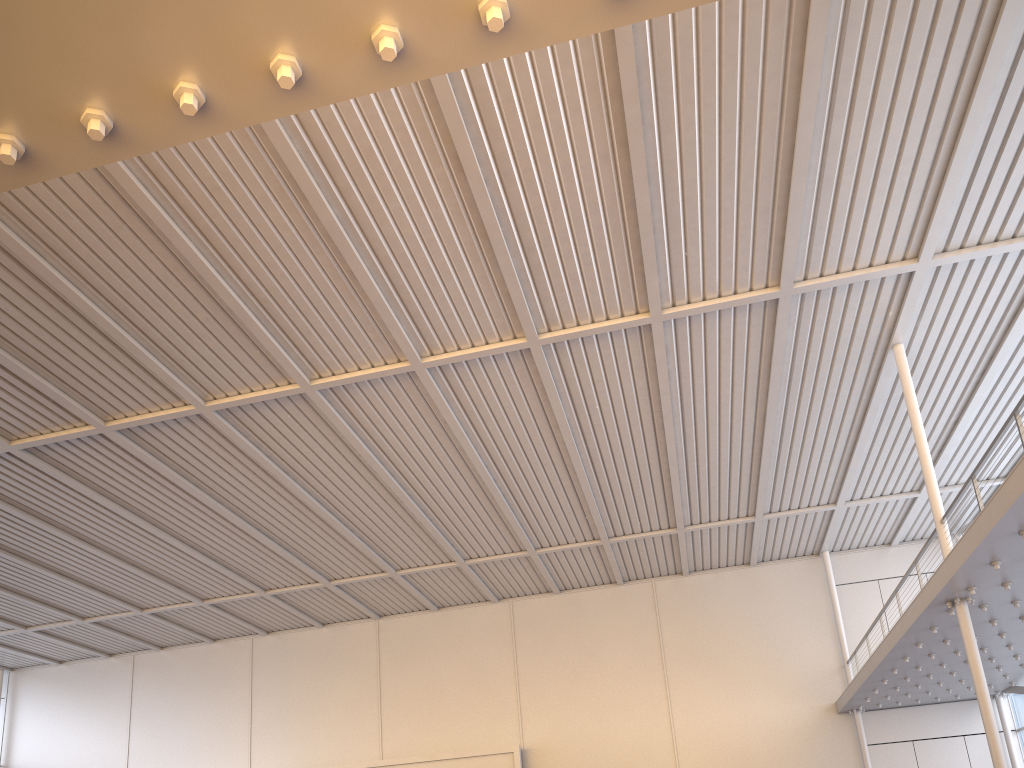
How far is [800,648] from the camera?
26.59m
